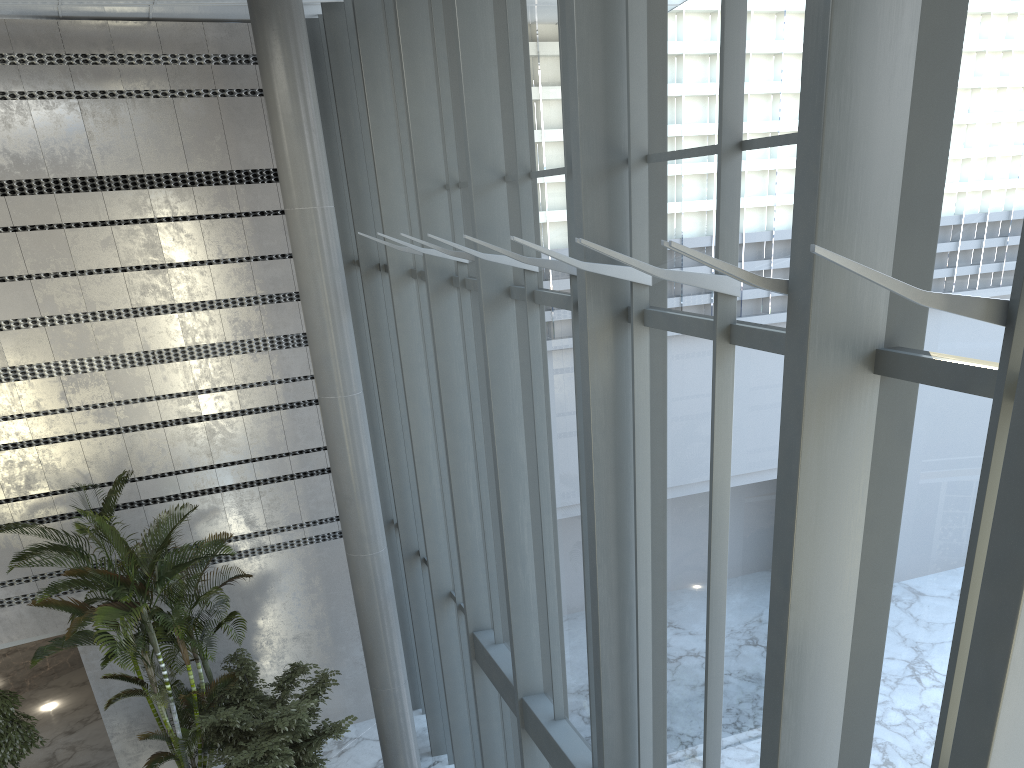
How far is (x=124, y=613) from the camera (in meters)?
8.39

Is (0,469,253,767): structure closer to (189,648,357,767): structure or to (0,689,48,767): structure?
(189,648,357,767): structure

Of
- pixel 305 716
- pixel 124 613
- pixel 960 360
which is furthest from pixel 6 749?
pixel 960 360

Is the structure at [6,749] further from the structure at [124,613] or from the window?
the window

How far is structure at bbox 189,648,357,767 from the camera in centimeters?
878cm

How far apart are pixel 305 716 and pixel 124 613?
2.10m

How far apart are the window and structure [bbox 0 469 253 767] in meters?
2.1

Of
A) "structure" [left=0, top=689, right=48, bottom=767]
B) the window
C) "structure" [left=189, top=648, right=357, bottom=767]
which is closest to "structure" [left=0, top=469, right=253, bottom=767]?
"structure" [left=189, top=648, right=357, bottom=767]

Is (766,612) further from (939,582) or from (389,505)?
(389,505)

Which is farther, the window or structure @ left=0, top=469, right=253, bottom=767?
structure @ left=0, top=469, right=253, bottom=767
